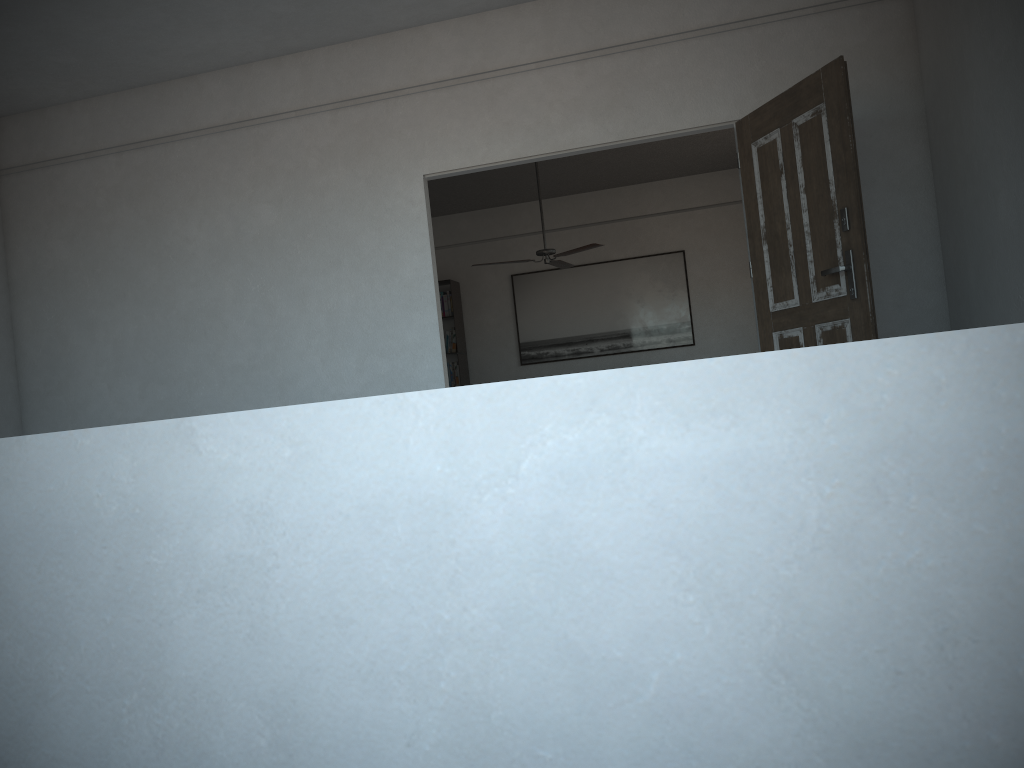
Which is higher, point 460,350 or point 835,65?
point 835,65

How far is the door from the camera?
3.8m

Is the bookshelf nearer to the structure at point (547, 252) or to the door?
the structure at point (547, 252)

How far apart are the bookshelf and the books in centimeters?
7cm

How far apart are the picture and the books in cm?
77

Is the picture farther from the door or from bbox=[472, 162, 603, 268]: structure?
the door

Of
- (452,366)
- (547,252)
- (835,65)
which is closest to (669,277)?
(547,252)

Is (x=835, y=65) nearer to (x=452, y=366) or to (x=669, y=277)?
(x=669, y=277)

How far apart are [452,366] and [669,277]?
2.6m

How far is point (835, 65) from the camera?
3.8 meters
